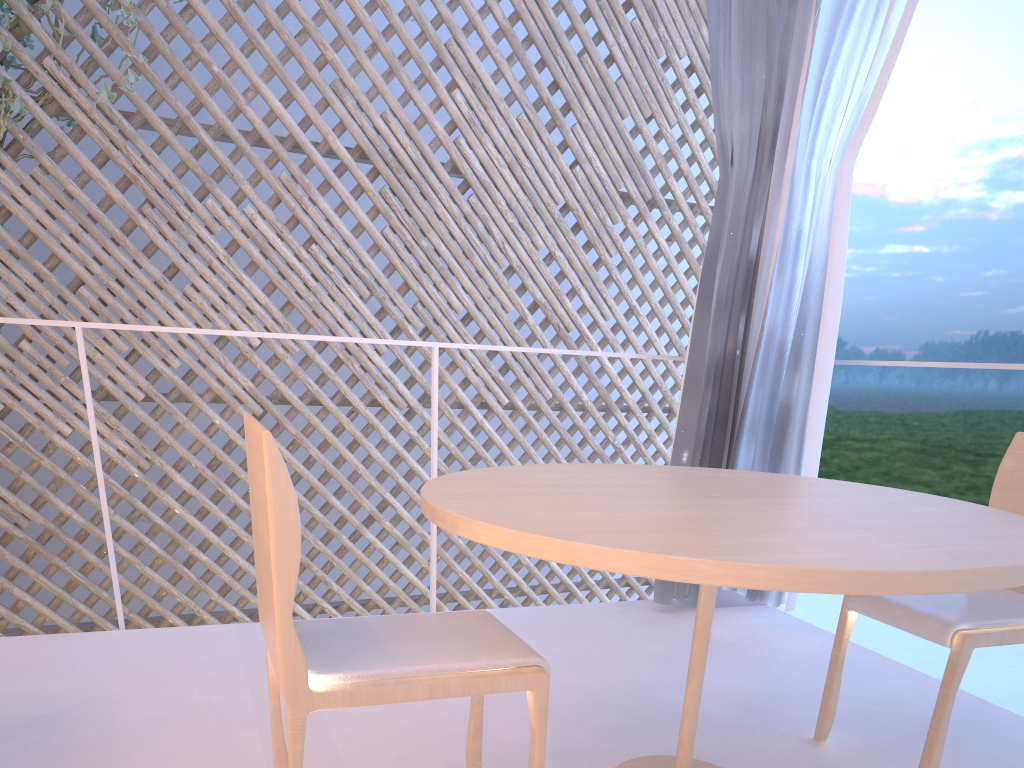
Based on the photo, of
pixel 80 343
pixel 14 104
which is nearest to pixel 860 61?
pixel 80 343

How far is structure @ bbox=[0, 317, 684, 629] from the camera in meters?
1.4 m

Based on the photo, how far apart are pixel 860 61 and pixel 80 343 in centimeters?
143cm

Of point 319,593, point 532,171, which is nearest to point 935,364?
point 532,171

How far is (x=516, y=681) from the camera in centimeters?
68cm

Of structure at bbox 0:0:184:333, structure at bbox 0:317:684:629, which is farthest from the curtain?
structure at bbox 0:0:184:333

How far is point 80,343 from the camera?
1.36m

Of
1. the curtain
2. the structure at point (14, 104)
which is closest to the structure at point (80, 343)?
the curtain

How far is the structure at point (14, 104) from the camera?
2.6 meters

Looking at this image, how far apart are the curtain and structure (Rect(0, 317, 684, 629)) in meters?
0.6
